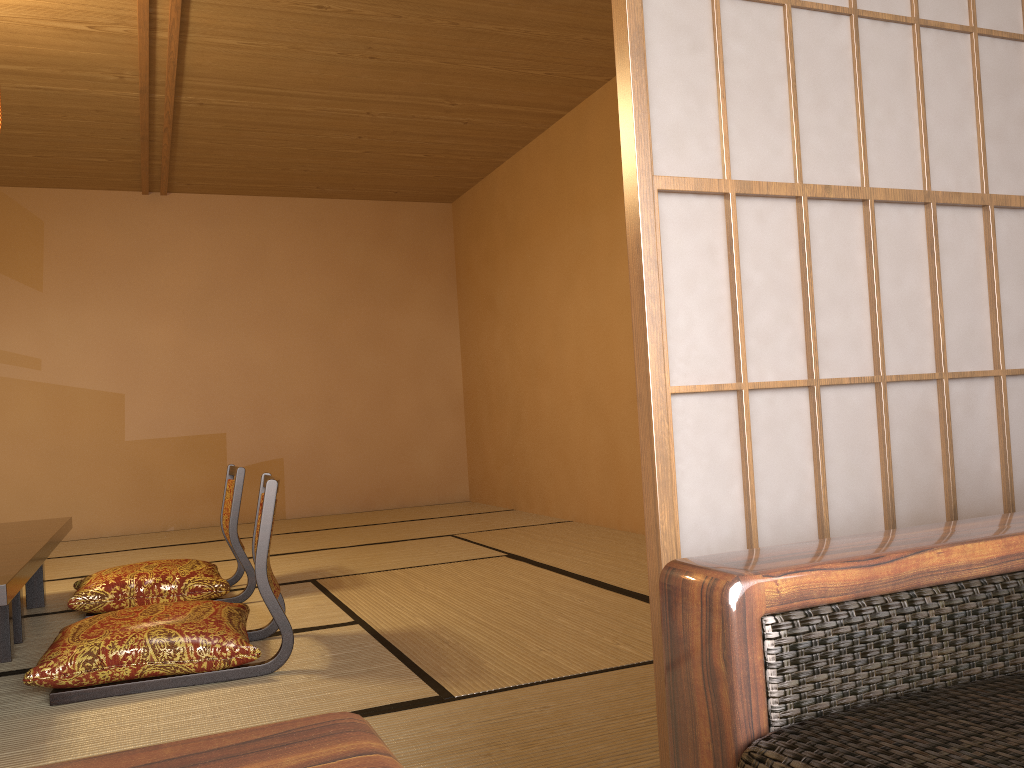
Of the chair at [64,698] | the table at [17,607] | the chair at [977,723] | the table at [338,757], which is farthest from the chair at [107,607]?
the table at [338,757]

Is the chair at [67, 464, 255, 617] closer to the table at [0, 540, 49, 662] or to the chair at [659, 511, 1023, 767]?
the table at [0, 540, 49, 662]

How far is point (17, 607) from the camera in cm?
306

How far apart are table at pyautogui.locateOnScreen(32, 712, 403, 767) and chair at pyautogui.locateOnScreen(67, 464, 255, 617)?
3.1m

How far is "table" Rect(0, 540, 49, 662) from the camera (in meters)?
2.17

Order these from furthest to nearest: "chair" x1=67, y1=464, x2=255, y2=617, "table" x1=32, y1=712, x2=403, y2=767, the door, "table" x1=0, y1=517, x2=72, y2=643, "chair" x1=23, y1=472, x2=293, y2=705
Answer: "chair" x1=67, y1=464, x2=255, y2=617
"table" x1=0, y1=517, x2=72, y2=643
"chair" x1=23, y1=472, x2=293, y2=705
the door
"table" x1=32, y1=712, x2=403, y2=767

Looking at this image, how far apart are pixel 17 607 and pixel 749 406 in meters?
2.8 m

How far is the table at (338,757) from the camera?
0.5m

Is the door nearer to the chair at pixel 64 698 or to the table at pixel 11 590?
the chair at pixel 64 698

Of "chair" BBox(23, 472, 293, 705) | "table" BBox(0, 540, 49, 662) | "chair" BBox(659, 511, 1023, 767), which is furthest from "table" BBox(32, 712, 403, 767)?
"chair" BBox(23, 472, 293, 705)
